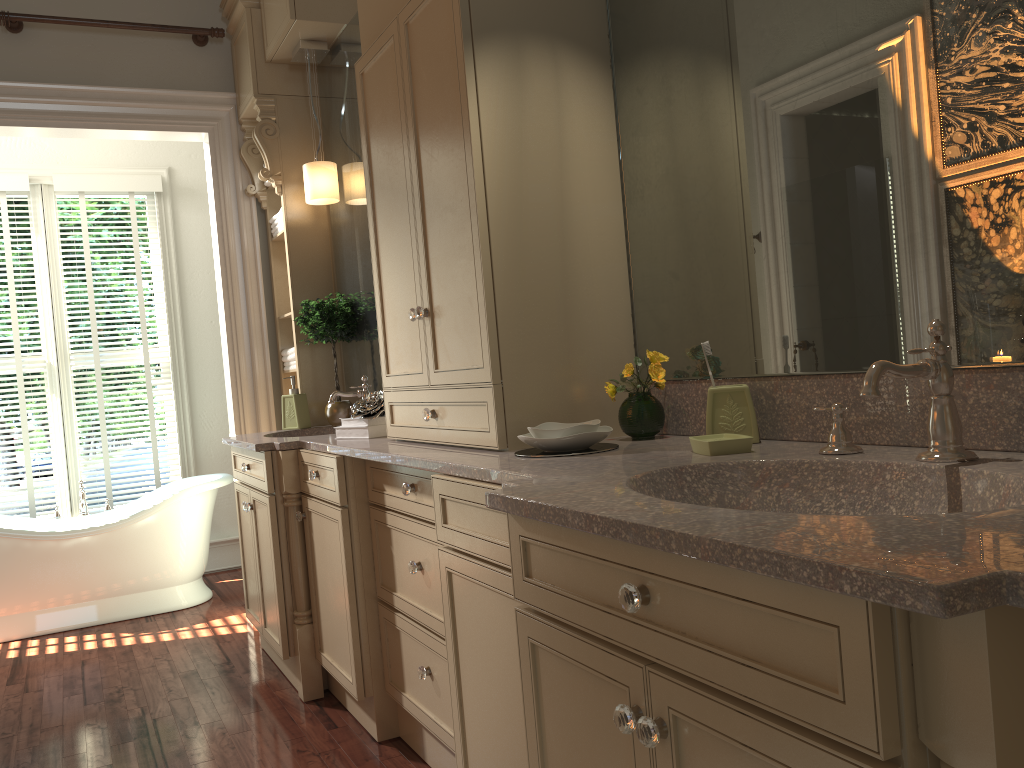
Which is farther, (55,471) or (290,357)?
(55,471)

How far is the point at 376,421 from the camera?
2.9m

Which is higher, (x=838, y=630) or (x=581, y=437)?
(x=581, y=437)

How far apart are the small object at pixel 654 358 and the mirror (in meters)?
0.04

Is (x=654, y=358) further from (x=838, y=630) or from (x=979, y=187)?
(x=838, y=630)

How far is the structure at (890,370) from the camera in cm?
129

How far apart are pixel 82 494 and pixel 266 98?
2.34m

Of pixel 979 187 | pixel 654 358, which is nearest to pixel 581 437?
pixel 654 358

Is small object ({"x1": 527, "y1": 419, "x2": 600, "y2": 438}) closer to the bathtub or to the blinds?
the bathtub

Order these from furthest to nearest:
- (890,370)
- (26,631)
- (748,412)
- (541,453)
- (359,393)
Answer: (26,631), (359,393), (541,453), (748,412), (890,370)
